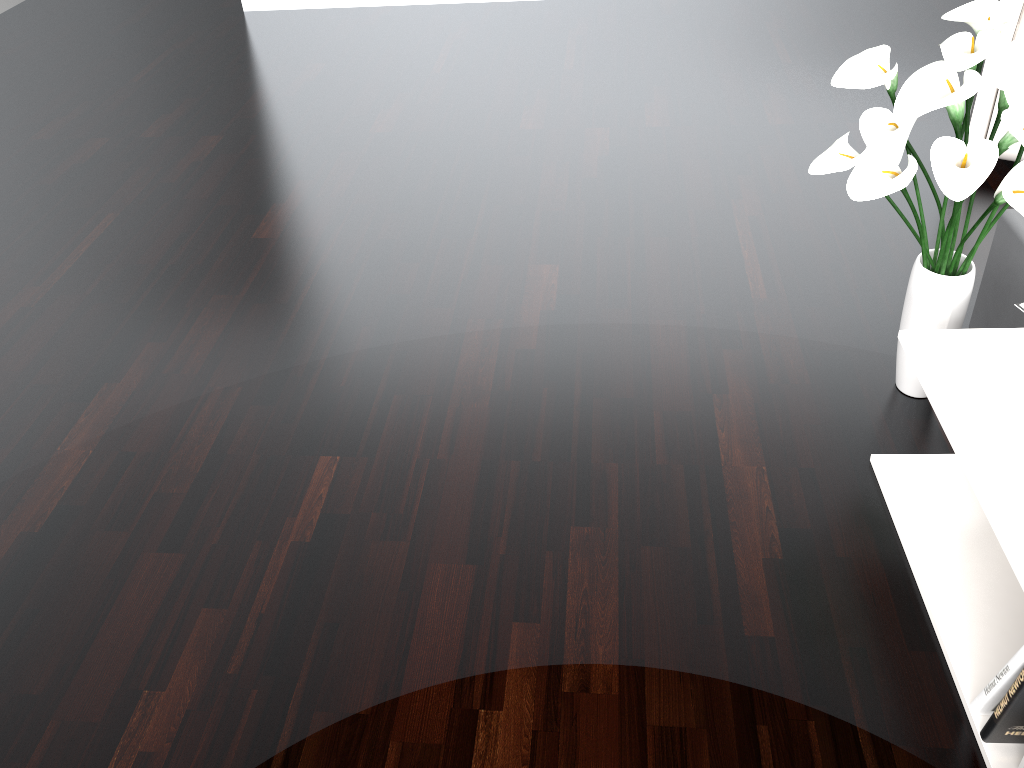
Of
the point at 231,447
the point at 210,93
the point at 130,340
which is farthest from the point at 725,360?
the point at 210,93

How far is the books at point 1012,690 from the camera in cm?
117

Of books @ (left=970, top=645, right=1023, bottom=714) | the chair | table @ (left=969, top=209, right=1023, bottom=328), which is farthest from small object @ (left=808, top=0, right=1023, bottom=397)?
the chair

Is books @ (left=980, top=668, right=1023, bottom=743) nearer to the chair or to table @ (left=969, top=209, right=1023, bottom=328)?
table @ (left=969, top=209, right=1023, bottom=328)

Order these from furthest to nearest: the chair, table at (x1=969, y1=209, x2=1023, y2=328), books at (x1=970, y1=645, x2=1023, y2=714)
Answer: the chair
table at (x1=969, y1=209, x2=1023, y2=328)
books at (x1=970, y1=645, x2=1023, y2=714)

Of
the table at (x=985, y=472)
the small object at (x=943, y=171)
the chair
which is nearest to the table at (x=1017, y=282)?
the small object at (x=943, y=171)

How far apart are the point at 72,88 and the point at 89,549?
2.6m

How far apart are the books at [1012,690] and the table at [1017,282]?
0.8 meters

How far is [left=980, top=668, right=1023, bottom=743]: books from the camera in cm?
117

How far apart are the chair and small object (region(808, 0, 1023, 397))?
0.95m
